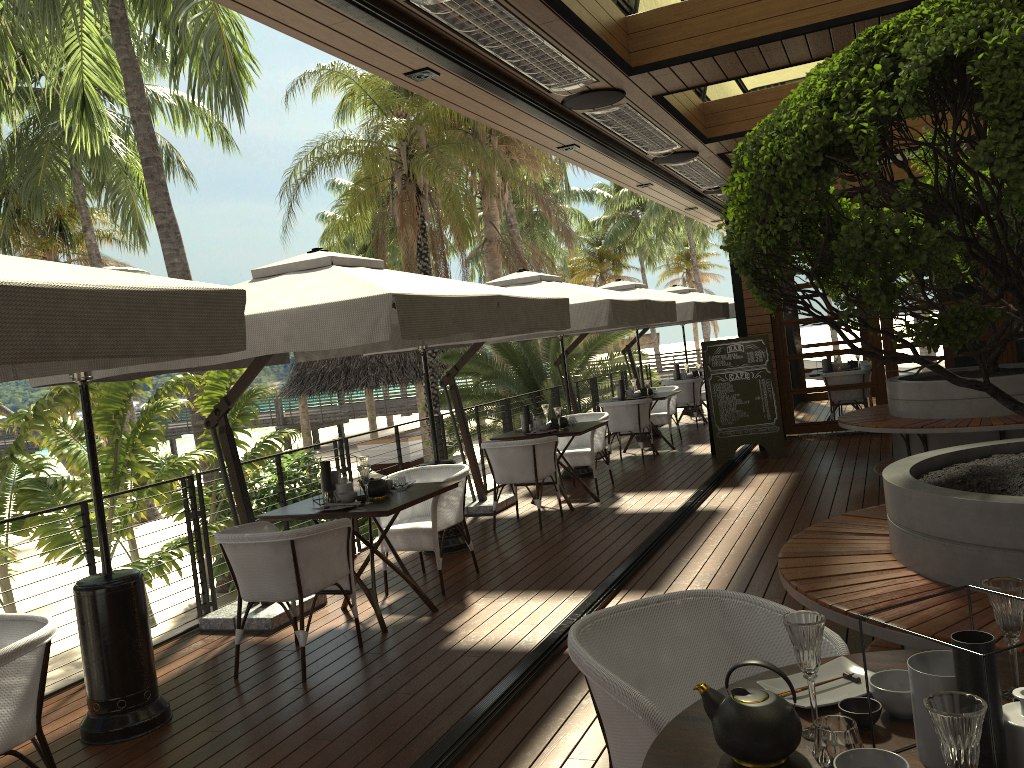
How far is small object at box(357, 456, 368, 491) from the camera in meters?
5.8

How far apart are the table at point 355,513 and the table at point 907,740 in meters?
3.2

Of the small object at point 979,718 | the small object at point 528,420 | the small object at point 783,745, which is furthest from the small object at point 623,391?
the small object at point 979,718

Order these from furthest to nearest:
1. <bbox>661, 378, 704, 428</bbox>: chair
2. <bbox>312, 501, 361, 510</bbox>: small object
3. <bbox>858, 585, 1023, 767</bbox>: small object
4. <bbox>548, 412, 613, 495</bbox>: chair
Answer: <bbox>661, 378, 704, 428</bbox>: chair, <bbox>548, 412, 613, 495</bbox>: chair, <bbox>312, 501, 361, 510</bbox>: small object, <bbox>858, 585, 1023, 767</bbox>: small object

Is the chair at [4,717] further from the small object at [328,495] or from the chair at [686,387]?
the chair at [686,387]

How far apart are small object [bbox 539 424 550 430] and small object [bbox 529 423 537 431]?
0.09m

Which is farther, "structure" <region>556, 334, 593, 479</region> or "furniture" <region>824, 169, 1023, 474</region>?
"structure" <region>556, 334, 593, 479</region>

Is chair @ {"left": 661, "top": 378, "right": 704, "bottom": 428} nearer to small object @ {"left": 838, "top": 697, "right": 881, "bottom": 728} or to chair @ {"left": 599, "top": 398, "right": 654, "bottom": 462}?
chair @ {"left": 599, "top": 398, "right": 654, "bottom": 462}

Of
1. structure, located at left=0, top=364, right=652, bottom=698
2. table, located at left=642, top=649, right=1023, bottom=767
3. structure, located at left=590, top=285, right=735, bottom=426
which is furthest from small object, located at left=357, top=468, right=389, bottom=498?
structure, located at left=590, top=285, right=735, bottom=426

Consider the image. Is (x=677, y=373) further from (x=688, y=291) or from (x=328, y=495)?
(x=328, y=495)
